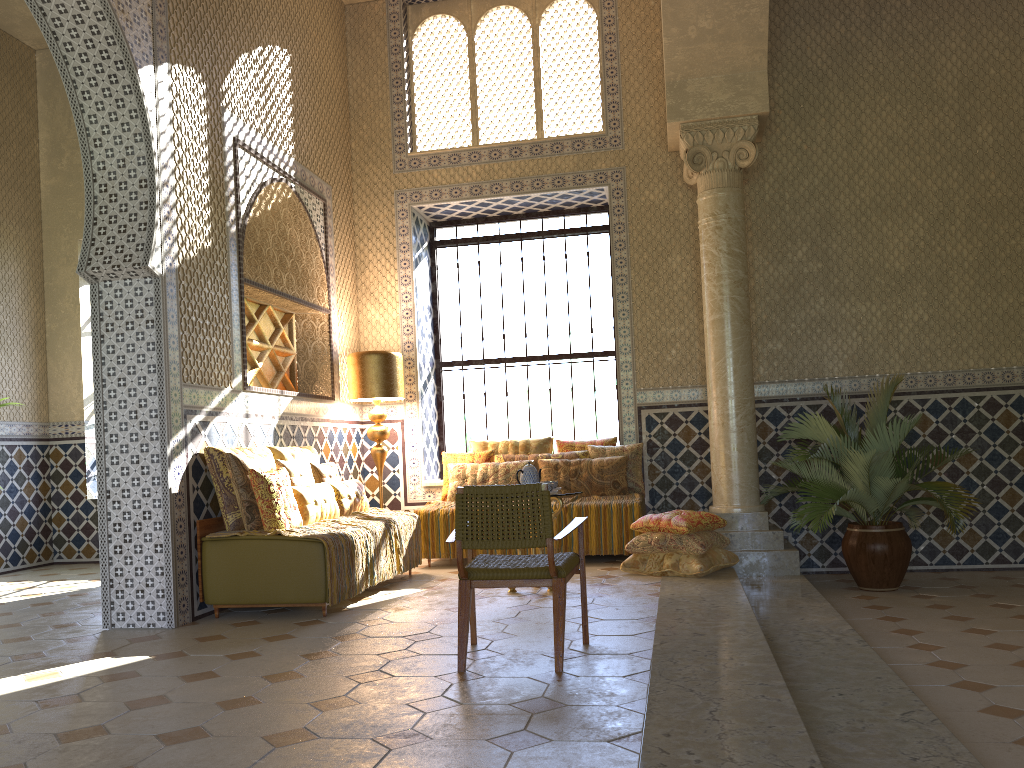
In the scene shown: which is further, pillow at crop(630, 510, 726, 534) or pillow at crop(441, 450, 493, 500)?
pillow at crop(441, 450, 493, 500)

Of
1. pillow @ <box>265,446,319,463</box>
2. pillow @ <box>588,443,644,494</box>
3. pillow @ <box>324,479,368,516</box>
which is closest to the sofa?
pillow @ <box>265,446,319,463</box>

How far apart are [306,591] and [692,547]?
4.0m

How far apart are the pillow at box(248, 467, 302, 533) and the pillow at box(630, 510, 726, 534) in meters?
3.6

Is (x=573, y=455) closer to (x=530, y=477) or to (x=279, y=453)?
(x=530, y=477)

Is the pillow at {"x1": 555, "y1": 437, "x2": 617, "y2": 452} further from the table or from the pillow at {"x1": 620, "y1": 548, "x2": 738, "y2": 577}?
the table

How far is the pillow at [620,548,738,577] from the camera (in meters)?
9.23

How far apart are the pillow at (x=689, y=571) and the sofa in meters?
3.4 m

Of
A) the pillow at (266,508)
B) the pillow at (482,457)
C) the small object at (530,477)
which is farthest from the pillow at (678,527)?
the pillow at (266,508)

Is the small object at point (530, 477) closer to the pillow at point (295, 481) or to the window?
the pillow at point (295, 481)
